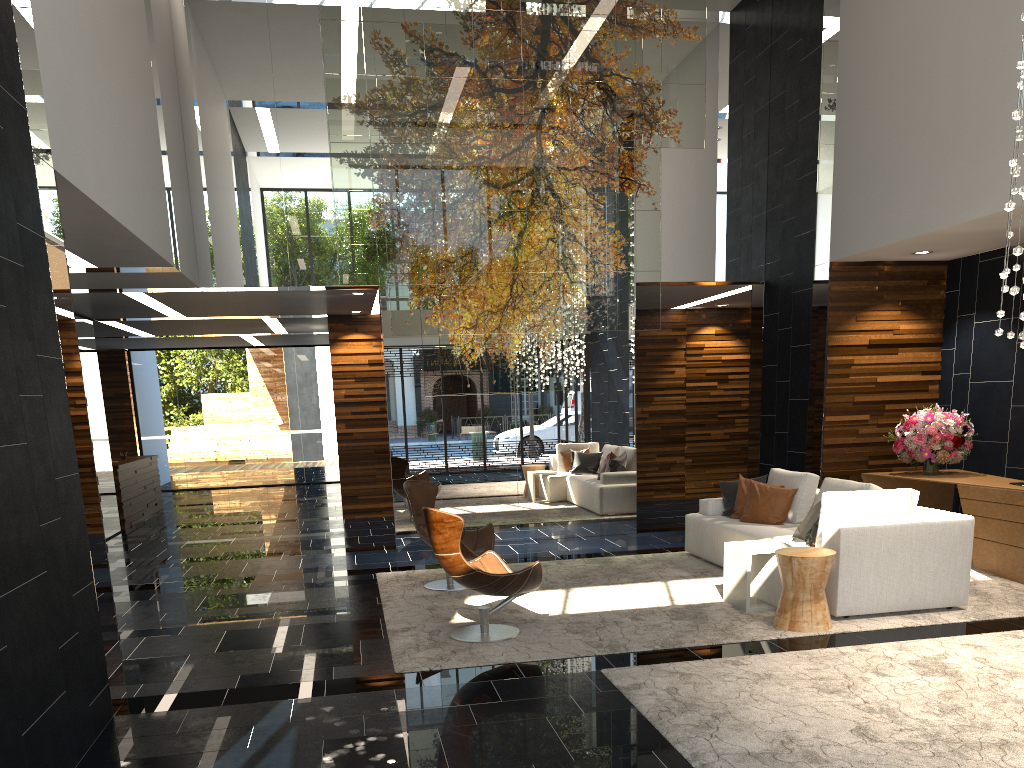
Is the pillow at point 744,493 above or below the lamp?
below

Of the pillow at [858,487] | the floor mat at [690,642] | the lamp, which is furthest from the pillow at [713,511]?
the lamp

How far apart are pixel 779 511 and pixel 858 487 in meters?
0.9

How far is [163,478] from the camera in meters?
17.6 m

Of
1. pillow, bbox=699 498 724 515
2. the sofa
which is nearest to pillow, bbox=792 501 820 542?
the sofa

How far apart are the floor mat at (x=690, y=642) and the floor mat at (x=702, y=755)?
0.4 meters

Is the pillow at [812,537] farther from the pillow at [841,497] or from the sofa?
the pillow at [841,497]

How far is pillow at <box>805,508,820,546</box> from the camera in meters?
6.5

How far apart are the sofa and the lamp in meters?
1.7 m

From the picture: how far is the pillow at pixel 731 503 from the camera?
8.11m
